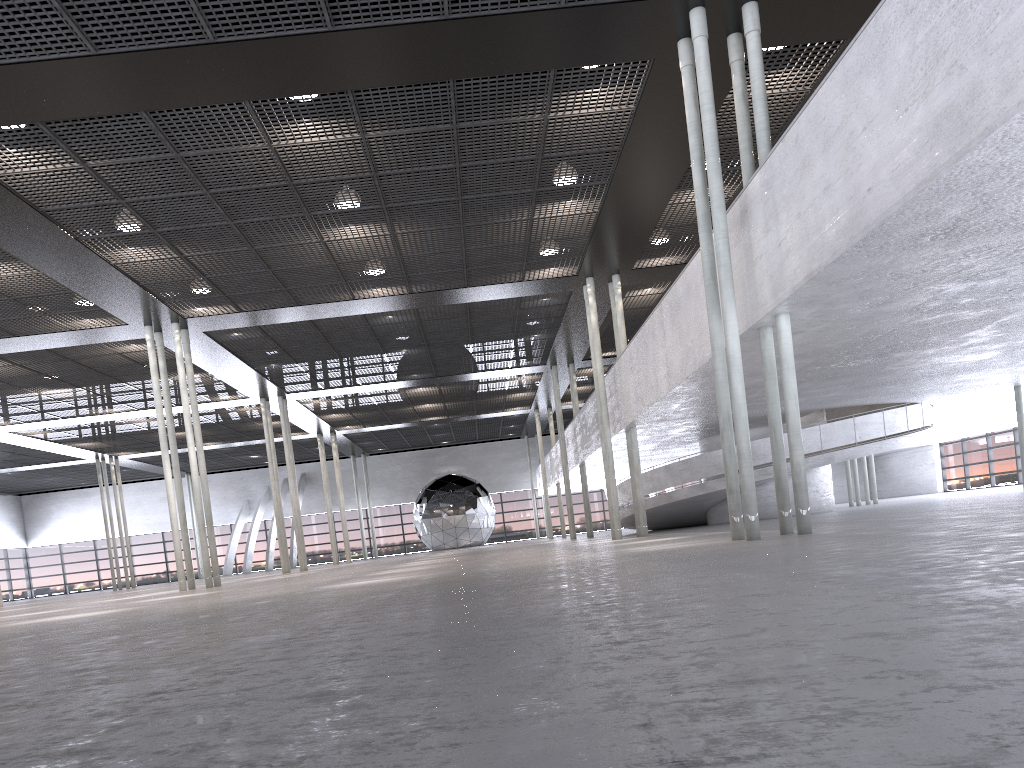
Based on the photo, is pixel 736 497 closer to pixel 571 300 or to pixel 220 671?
pixel 220 671
